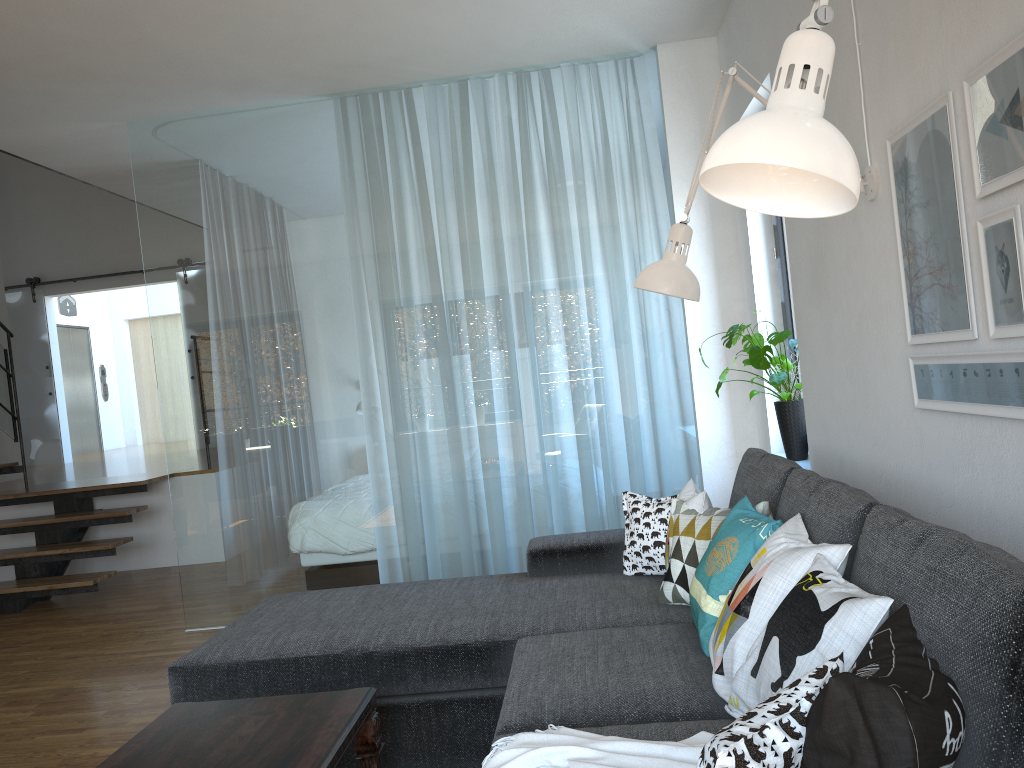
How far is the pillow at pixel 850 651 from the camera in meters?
1.5 m

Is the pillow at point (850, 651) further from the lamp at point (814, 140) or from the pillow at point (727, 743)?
the lamp at point (814, 140)

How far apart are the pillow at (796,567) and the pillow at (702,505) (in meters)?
0.58

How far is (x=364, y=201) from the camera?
4.71m

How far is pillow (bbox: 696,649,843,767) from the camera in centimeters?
111cm

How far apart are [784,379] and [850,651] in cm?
234

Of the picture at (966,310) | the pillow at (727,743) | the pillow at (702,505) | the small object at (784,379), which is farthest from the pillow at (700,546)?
the pillow at (727,743)

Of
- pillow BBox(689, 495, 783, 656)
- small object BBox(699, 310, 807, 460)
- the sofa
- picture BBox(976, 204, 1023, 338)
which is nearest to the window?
small object BBox(699, 310, 807, 460)

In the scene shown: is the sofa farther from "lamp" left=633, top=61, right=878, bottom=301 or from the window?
the window

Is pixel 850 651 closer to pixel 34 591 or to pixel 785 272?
pixel 785 272
